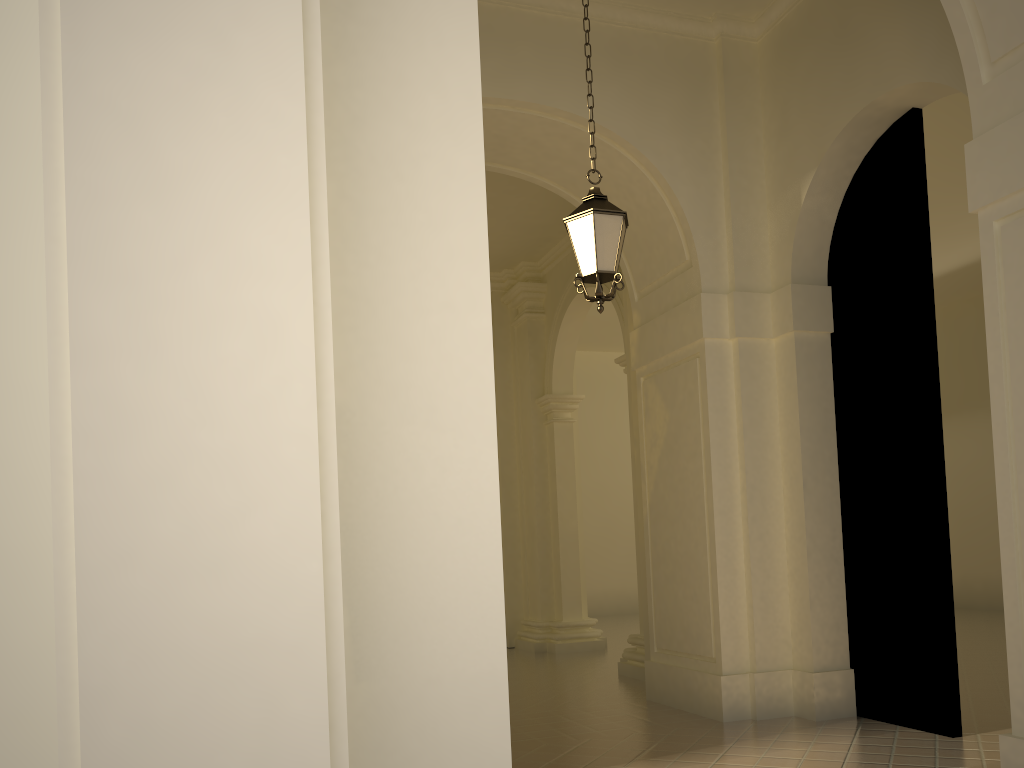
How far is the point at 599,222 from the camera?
6.2m

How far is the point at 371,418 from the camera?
2.6 meters

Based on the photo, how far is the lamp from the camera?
6.23m

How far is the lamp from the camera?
6.23m

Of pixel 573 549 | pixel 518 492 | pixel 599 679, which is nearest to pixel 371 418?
pixel 599 679
